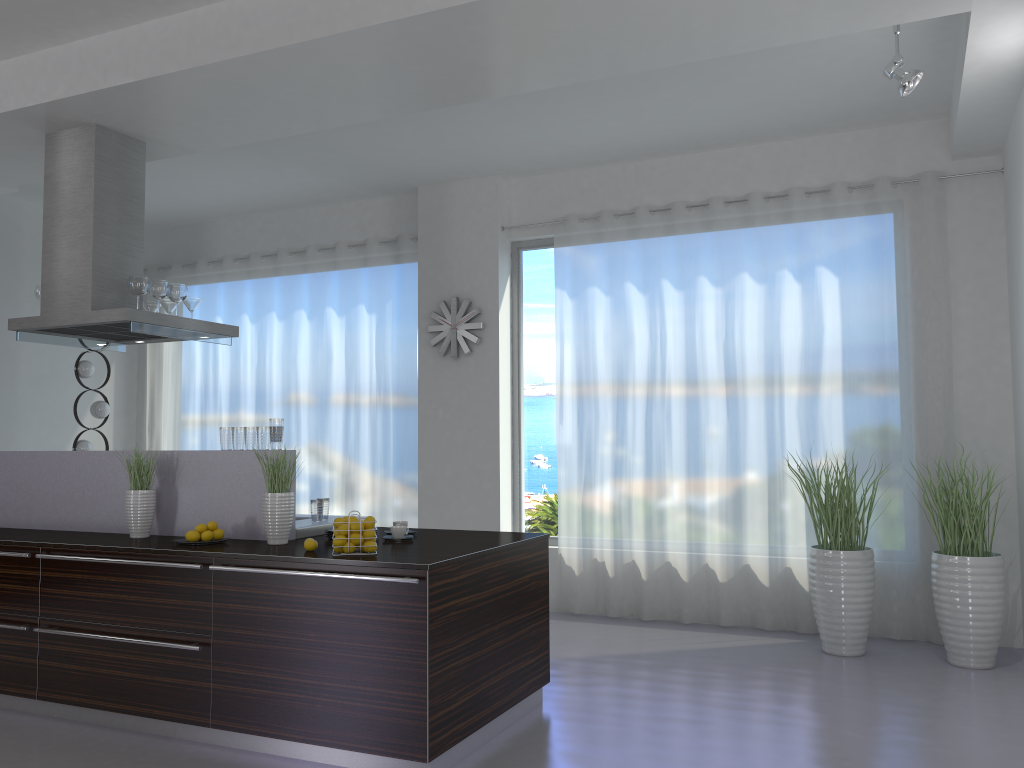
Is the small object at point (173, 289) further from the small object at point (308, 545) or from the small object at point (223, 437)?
the small object at point (308, 545)

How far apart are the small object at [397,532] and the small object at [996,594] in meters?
3.1

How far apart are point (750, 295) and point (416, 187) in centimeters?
297cm

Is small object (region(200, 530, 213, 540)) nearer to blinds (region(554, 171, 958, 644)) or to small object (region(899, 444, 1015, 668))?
blinds (region(554, 171, 958, 644))

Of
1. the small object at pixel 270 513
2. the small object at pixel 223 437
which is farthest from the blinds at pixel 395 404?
the small object at pixel 270 513

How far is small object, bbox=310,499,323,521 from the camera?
4.76m

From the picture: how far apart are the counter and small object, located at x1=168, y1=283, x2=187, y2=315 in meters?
1.1

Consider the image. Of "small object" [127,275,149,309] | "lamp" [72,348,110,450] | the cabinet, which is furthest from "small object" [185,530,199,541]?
"lamp" [72,348,110,450]

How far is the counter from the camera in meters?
4.0

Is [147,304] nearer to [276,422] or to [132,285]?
[132,285]
